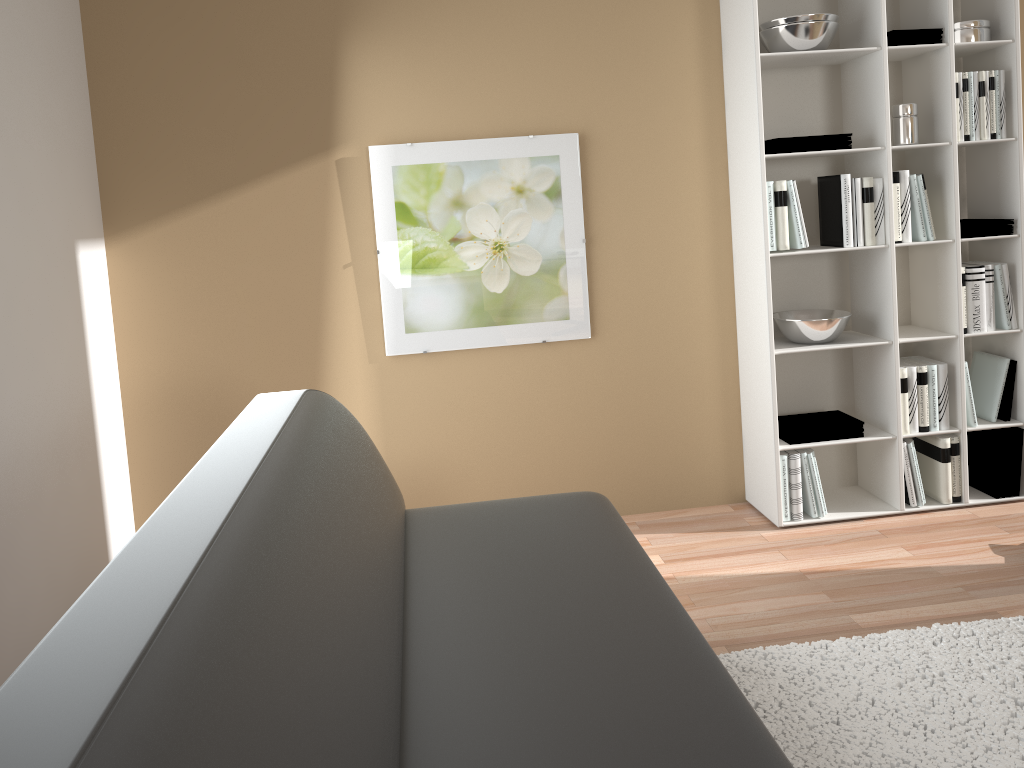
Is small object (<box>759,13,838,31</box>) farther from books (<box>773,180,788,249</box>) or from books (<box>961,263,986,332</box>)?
books (<box>961,263,986,332</box>)

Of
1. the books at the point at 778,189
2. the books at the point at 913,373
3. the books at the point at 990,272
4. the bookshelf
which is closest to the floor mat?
the bookshelf

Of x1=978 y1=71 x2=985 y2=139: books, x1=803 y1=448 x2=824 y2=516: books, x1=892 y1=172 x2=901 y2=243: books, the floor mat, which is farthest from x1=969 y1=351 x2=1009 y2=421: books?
the floor mat

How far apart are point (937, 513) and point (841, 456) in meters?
0.4

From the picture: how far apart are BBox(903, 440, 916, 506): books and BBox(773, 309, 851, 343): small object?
0.6 meters

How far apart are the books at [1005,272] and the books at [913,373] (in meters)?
0.43

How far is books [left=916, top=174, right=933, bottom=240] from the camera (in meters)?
3.30

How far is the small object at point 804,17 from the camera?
3.1 meters

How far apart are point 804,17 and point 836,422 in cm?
149

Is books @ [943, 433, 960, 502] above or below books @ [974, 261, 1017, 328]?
below
